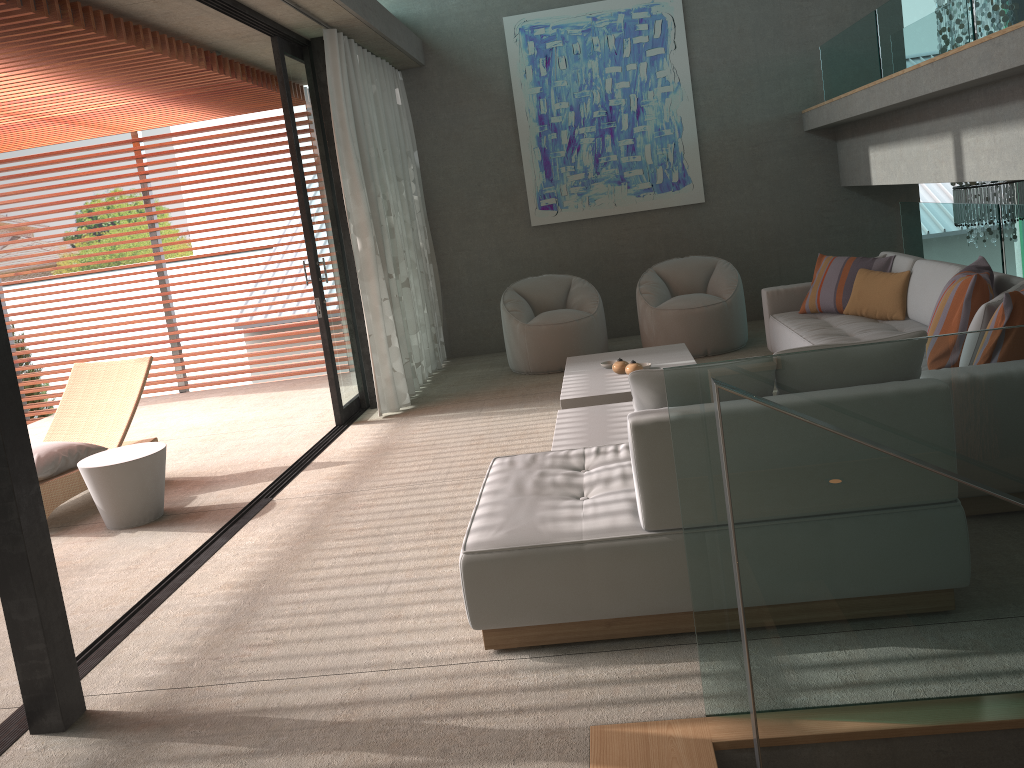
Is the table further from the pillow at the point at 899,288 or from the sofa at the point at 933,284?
the pillow at the point at 899,288

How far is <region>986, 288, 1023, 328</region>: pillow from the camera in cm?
343

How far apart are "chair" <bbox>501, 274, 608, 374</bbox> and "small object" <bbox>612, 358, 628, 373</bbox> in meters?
1.6 m

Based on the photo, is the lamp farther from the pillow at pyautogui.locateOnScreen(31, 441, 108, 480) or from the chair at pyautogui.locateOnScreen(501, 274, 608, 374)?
the pillow at pyautogui.locateOnScreen(31, 441, 108, 480)

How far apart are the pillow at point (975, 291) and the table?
4.1m

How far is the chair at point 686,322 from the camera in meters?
7.3 m

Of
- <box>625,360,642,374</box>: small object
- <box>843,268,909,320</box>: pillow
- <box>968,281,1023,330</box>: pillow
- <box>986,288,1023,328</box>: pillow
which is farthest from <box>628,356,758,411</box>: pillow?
<box>843,268,909,320</box>: pillow

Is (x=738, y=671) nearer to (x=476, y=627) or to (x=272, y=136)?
(x=476, y=627)

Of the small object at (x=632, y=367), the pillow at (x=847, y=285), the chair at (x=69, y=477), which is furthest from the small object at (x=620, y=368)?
the chair at (x=69, y=477)

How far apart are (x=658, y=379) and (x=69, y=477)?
4.0m
